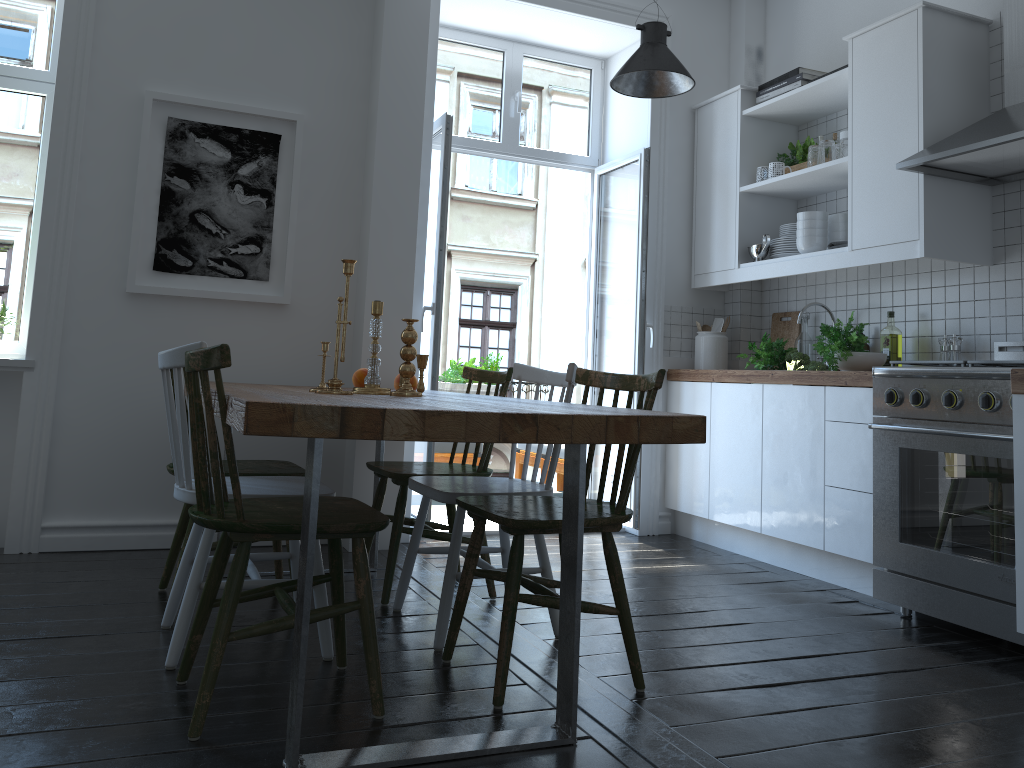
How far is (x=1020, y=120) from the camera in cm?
301

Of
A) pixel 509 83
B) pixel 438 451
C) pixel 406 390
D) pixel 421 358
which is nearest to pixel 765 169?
pixel 509 83

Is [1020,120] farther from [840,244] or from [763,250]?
[763,250]

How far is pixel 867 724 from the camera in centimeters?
219cm

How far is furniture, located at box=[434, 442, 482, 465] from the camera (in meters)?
5.70

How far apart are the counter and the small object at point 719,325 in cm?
34

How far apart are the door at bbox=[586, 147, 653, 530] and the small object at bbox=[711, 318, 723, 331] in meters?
0.4 m

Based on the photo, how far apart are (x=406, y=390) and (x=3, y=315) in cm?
204

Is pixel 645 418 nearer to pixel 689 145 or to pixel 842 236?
pixel 842 236

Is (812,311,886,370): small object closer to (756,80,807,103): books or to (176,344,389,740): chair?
(756,80,807,103): books
